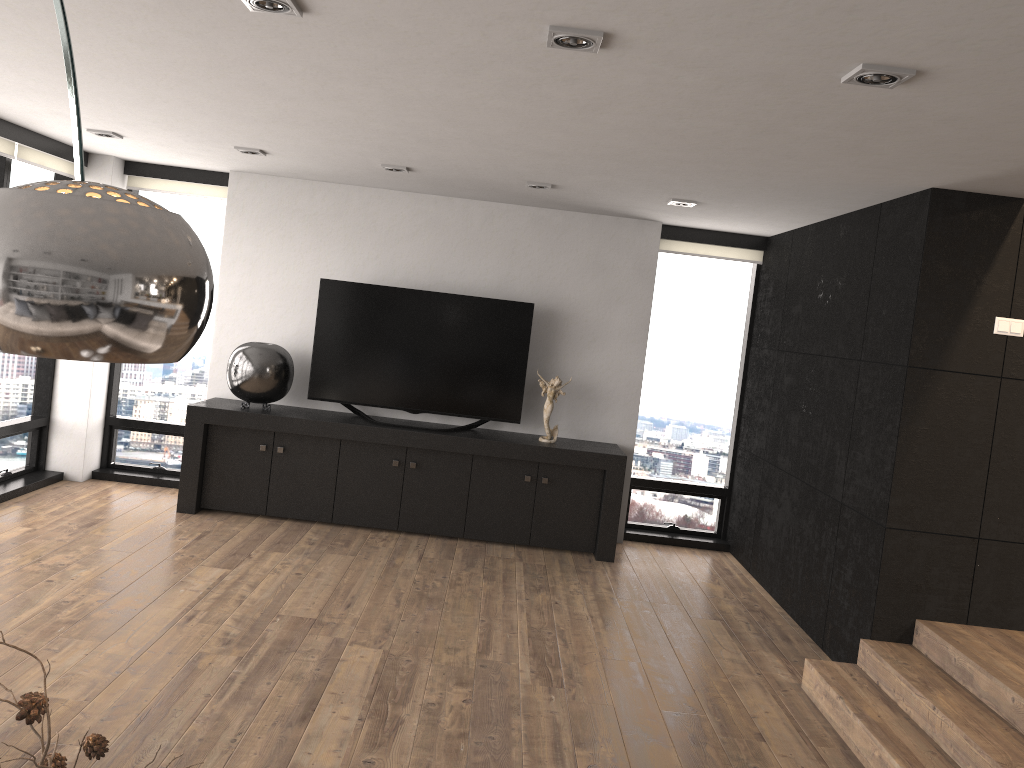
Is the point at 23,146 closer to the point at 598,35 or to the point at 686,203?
the point at 686,203

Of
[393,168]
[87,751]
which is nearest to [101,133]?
[393,168]

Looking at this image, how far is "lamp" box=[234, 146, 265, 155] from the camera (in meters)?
5.39

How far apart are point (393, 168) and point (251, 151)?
0.87m

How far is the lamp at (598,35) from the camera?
2.5 meters

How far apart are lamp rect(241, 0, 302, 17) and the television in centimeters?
373cm

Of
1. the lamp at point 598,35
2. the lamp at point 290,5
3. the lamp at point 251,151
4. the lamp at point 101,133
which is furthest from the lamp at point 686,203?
the lamp at point 101,133

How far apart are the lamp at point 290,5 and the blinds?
3.7m

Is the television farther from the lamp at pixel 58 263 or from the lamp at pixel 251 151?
the lamp at pixel 58 263

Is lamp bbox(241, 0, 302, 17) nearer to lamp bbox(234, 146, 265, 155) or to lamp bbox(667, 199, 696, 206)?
lamp bbox(234, 146, 265, 155)
